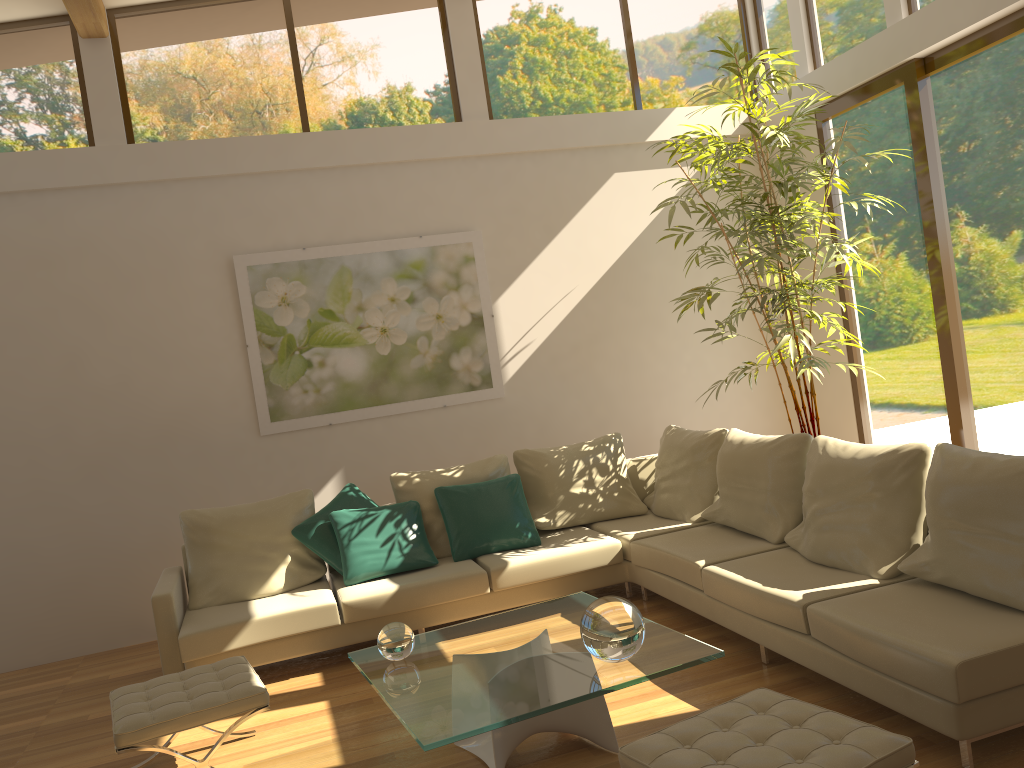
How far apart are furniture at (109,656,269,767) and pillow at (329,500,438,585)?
1.15m

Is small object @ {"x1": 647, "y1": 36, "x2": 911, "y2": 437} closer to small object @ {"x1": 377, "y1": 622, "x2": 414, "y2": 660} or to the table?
the table

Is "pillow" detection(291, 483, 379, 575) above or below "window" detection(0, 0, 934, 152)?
below

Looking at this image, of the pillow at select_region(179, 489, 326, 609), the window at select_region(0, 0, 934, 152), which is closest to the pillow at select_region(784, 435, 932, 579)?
the pillow at select_region(179, 489, 326, 609)

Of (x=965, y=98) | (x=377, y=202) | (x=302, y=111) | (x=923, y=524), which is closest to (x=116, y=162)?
(x=302, y=111)

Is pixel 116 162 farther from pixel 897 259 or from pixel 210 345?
pixel 897 259

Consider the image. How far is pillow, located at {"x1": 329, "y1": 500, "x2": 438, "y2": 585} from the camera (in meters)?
5.22

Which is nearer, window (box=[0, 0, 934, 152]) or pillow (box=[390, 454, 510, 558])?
pillow (box=[390, 454, 510, 558])

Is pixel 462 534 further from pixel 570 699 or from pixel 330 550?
pixel 570 699

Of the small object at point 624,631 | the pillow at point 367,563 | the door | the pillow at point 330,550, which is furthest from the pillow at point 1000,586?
the pillow at point 330,550
